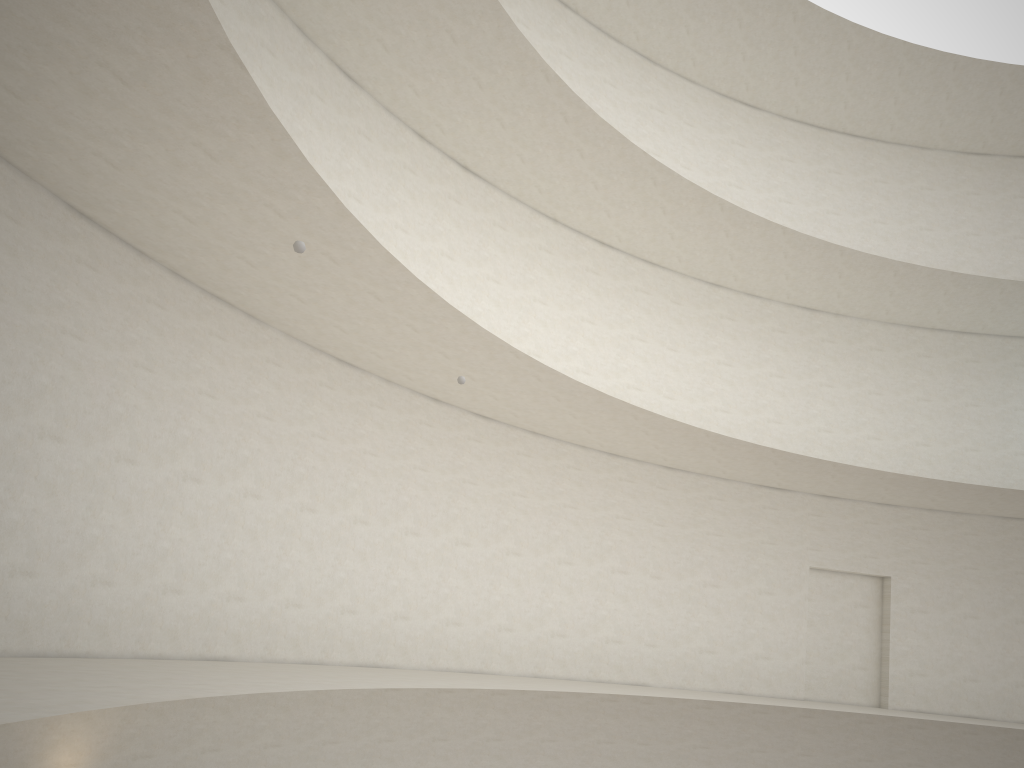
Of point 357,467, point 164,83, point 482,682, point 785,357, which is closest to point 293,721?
point 482,682
